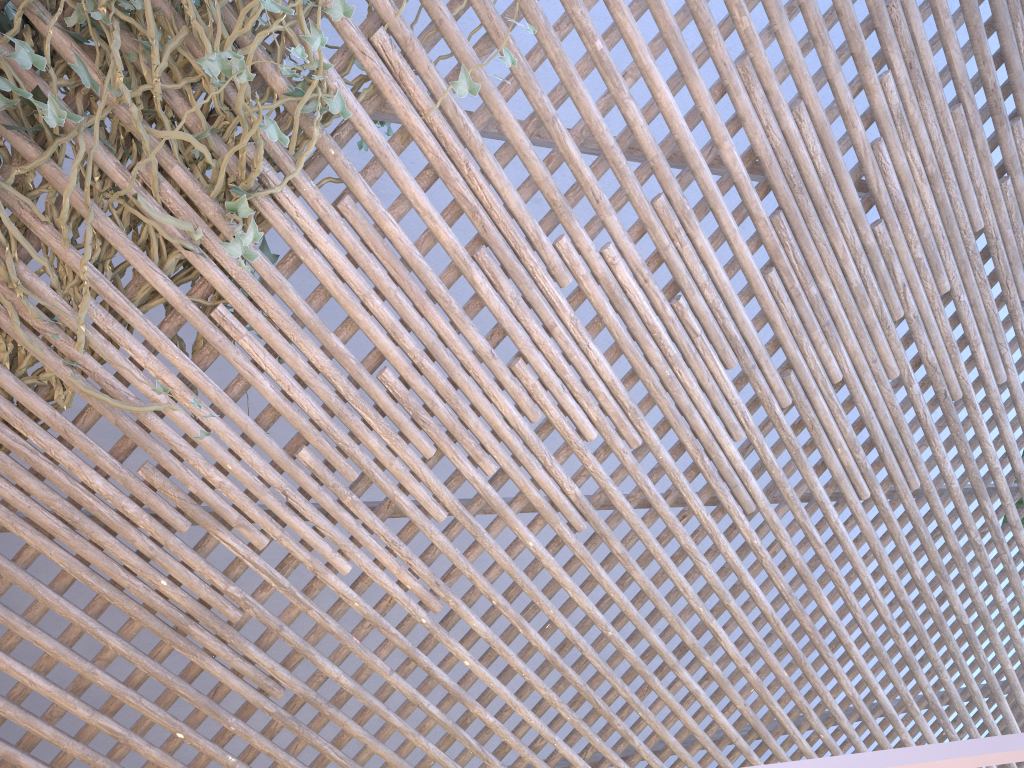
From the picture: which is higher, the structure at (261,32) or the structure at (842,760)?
the structure at (261,32)

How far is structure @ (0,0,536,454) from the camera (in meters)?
1.50

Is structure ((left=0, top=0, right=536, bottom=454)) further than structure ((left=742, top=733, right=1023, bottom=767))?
Yes

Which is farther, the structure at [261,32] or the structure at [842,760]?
the structure at [261,32]

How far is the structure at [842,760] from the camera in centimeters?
39cm

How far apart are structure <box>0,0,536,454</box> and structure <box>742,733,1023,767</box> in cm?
130

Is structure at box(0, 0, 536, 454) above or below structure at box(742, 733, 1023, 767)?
above

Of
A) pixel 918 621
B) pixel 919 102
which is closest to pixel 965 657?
pixel 918 621

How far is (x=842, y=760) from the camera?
0.39m

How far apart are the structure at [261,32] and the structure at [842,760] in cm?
130
